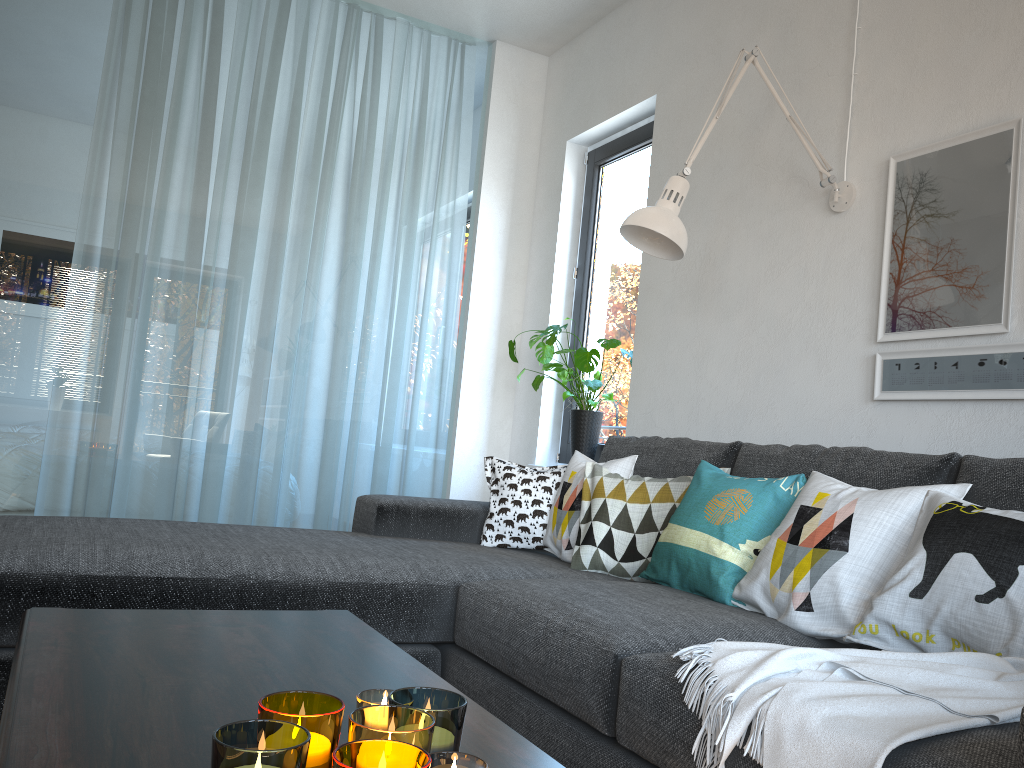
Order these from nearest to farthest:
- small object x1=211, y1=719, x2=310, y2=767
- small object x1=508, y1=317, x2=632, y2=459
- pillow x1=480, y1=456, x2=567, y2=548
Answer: small object x1=211, y1=719, x2=310, y2=767
pillow x1=480, y1=456, x2=567, y2=548
small object x1=508, y1=317, x2=632, y2=459

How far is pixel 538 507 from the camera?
2.8m

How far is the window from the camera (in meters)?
3.91

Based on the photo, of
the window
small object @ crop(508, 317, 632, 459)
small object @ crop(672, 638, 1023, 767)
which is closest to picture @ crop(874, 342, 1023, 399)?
small object @ crop(672, 638, 1023, 767)

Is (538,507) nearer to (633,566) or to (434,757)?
(633,566)

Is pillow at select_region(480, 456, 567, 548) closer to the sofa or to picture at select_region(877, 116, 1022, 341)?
the sofa

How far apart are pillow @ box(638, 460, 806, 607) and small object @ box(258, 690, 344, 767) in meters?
1.3

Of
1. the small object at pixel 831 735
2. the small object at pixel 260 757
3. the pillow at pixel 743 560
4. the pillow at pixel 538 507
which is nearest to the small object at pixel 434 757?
the small object at pixel 260 757

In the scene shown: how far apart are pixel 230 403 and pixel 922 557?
3.02m

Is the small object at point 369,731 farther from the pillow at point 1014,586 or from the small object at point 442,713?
the pillow at point 1014,586
